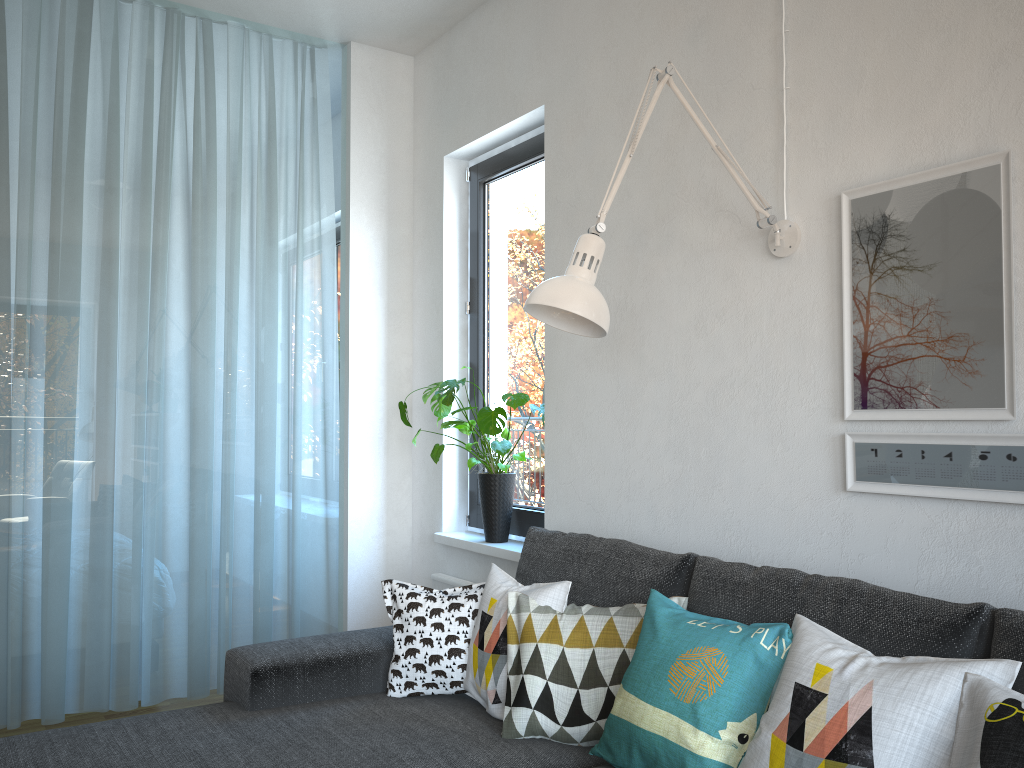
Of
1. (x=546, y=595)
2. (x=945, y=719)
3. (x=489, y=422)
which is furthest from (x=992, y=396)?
(x=489, y=422)

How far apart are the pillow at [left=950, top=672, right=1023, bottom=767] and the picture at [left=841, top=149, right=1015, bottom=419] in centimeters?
59cm

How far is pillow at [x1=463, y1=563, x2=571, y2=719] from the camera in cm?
210

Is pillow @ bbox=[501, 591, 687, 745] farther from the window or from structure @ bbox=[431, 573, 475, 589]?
structure @ bbox=[431, 573, 475, 589]

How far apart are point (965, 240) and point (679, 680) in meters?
1.1

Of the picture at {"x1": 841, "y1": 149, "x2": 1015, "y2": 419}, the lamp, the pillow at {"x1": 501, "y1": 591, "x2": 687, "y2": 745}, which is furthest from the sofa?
the lamp

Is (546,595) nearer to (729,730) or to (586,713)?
(586,713)

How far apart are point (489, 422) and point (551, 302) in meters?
1.3

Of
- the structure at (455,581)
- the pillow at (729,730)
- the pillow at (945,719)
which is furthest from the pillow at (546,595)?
the structure at (455,581)

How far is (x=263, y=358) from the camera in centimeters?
362cm
